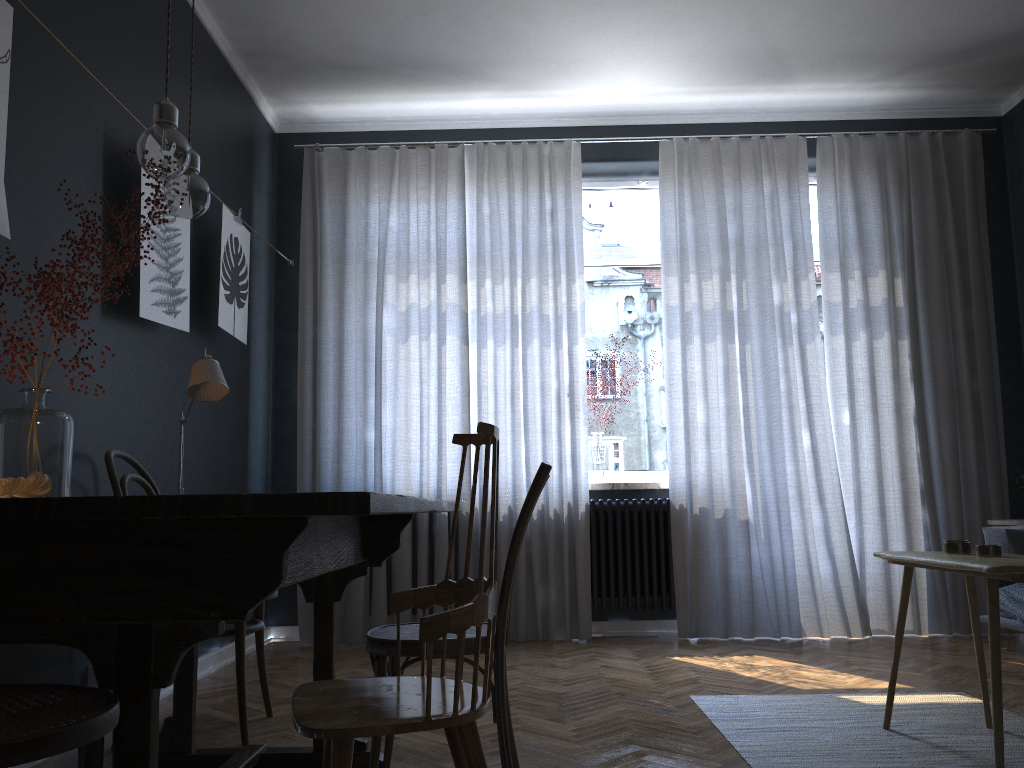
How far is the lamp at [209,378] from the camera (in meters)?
2.53

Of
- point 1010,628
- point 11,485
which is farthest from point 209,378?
point 1010,628

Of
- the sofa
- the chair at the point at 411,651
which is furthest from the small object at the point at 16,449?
the sofa

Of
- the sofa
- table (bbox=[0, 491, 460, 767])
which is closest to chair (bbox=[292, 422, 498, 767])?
table (bbox=[0, 491, 460, 767])

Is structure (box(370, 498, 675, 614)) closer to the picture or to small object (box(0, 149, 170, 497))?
the picture

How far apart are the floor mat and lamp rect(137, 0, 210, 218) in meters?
2.0

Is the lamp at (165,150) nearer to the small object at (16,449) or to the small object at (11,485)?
the small object at (16,449)

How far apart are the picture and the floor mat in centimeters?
241cm

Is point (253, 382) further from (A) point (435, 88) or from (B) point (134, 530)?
(B) point (134, 530)

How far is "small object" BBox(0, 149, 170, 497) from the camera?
2.08m
